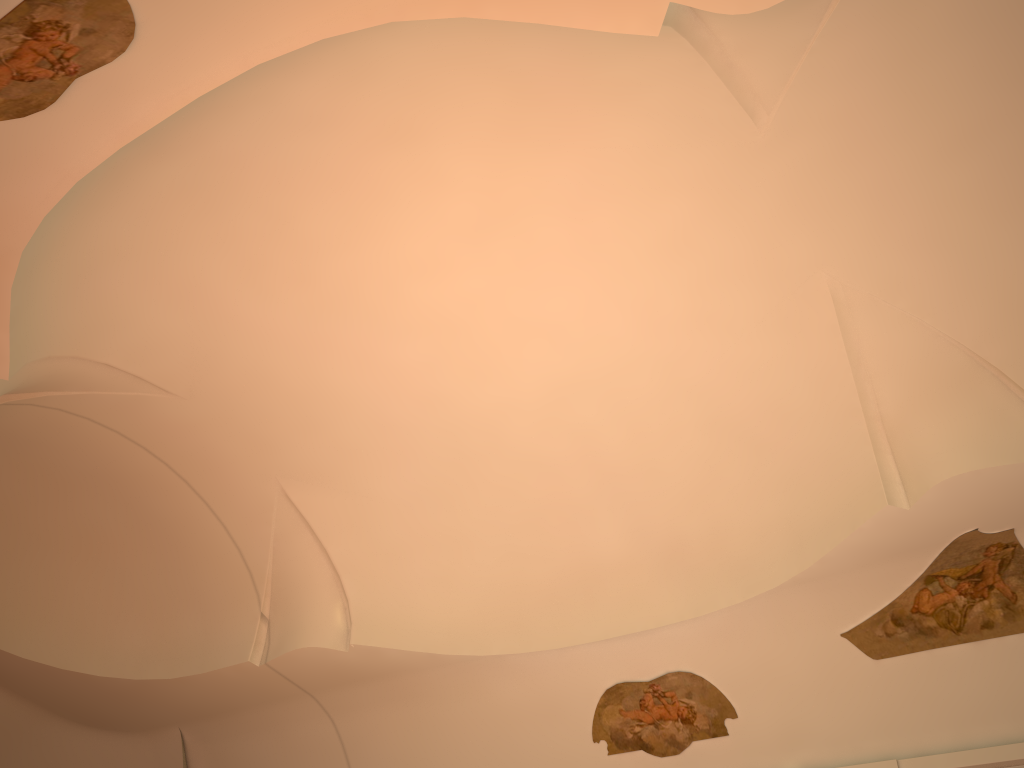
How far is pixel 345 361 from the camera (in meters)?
9.43

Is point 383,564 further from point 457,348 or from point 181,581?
point 457,348
